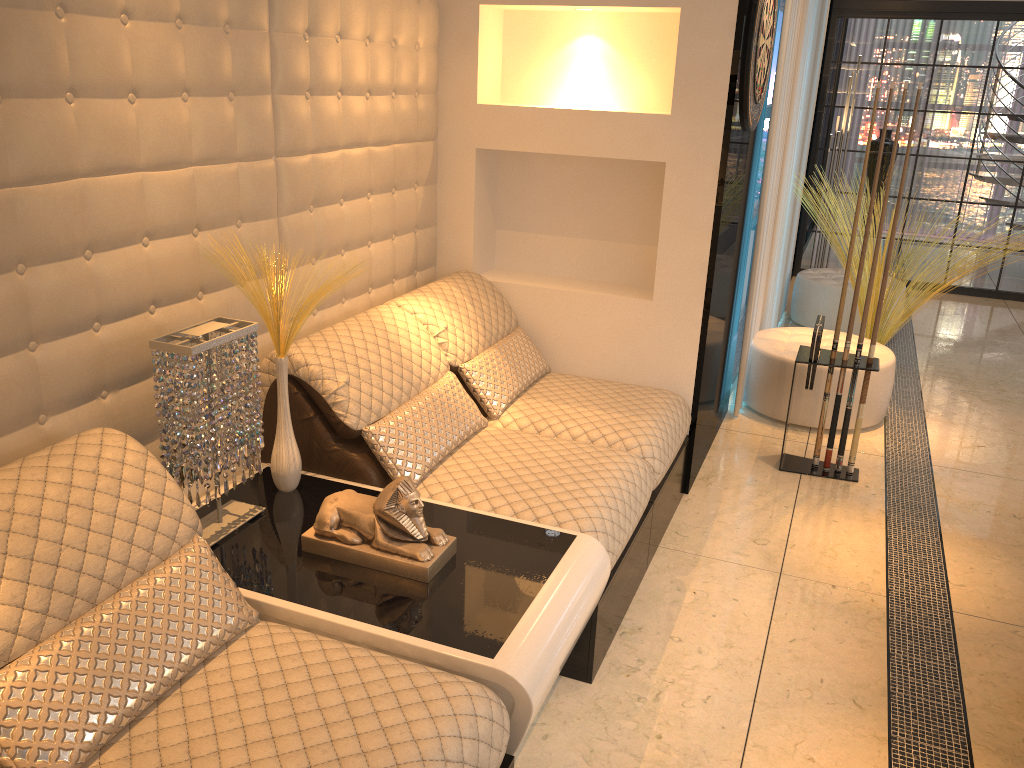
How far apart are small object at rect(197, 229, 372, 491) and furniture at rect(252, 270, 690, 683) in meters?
0.1

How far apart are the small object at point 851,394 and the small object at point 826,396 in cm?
9

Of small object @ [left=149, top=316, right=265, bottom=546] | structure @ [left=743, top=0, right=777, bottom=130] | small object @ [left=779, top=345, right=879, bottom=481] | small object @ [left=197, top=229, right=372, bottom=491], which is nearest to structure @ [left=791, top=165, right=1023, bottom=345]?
small object @ [left=779, top=345, right=879, bottom=481]

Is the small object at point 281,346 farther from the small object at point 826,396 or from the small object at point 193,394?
the small object at point 826,396

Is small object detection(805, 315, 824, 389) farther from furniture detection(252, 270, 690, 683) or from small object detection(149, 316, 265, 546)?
small object detection(149, 316, 265, 546)

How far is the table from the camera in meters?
1.8 m

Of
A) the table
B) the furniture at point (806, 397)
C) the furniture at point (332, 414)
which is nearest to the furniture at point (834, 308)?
the furniture at point (806, 397)

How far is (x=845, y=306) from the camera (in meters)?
5.84

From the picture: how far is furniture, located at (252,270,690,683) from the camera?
2.5 meters

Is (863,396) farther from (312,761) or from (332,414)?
(312,761)
